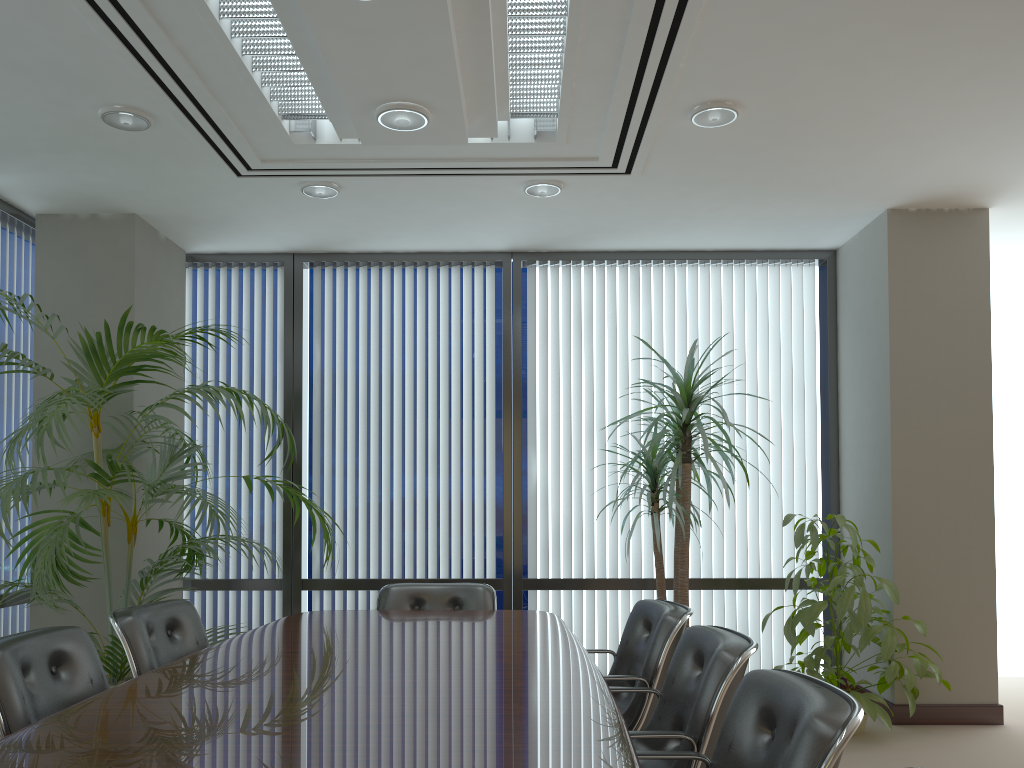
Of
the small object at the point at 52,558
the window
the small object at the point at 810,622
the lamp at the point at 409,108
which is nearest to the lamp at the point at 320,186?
the small object at the point at 52,558

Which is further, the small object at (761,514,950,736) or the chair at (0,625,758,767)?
the small object at (761,514,950,736)

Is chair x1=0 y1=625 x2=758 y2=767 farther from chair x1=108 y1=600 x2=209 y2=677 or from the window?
the window

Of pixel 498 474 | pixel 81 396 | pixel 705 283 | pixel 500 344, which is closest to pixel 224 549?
pixel 498 474

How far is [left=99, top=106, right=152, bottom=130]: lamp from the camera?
4.00m

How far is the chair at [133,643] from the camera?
3.4 meters

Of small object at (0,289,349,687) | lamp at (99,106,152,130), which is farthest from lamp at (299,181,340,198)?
small object at (0,289,349,687)

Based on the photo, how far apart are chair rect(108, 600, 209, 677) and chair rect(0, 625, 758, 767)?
0.3 meters

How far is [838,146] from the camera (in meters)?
Answer: 4.45

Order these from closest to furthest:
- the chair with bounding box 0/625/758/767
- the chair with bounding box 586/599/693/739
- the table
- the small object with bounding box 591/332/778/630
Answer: the table < the chair with bounding box 0/625/758/767 < the chair with bounding box 586/599/693/739 < the small object with bounding box 591/332/778/630
